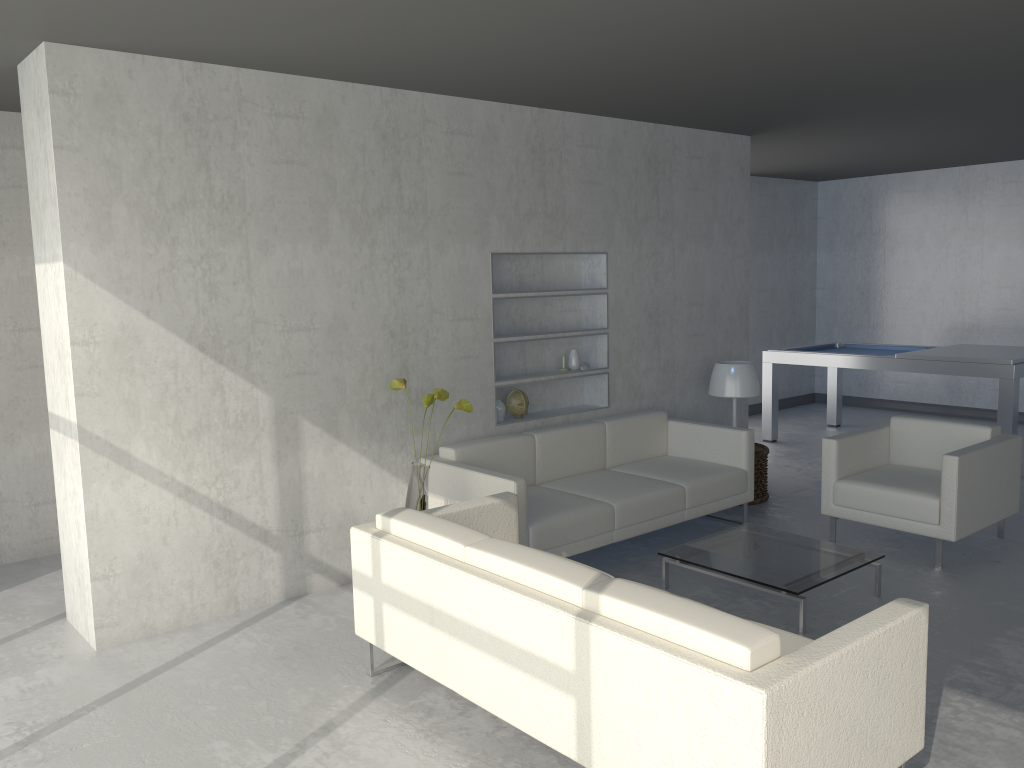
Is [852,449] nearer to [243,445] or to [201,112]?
[243,445]

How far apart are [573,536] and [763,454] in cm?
202

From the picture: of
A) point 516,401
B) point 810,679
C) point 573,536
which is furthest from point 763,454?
point 810,679

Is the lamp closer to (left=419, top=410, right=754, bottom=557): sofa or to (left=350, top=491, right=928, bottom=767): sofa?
(left=419, top=410, right=754, bottom=557): sofa

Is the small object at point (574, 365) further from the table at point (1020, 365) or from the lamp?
the table at point (1020, 365)

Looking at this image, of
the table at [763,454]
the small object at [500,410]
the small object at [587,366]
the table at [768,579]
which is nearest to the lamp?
the table at [763,454]

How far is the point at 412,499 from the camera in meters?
4.2

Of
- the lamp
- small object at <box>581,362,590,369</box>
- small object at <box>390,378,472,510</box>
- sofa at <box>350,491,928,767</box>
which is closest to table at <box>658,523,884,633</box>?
sofa at <box>350,491,928,767</box>

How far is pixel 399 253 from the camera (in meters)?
4.59

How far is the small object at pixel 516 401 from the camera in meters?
5.3 m
